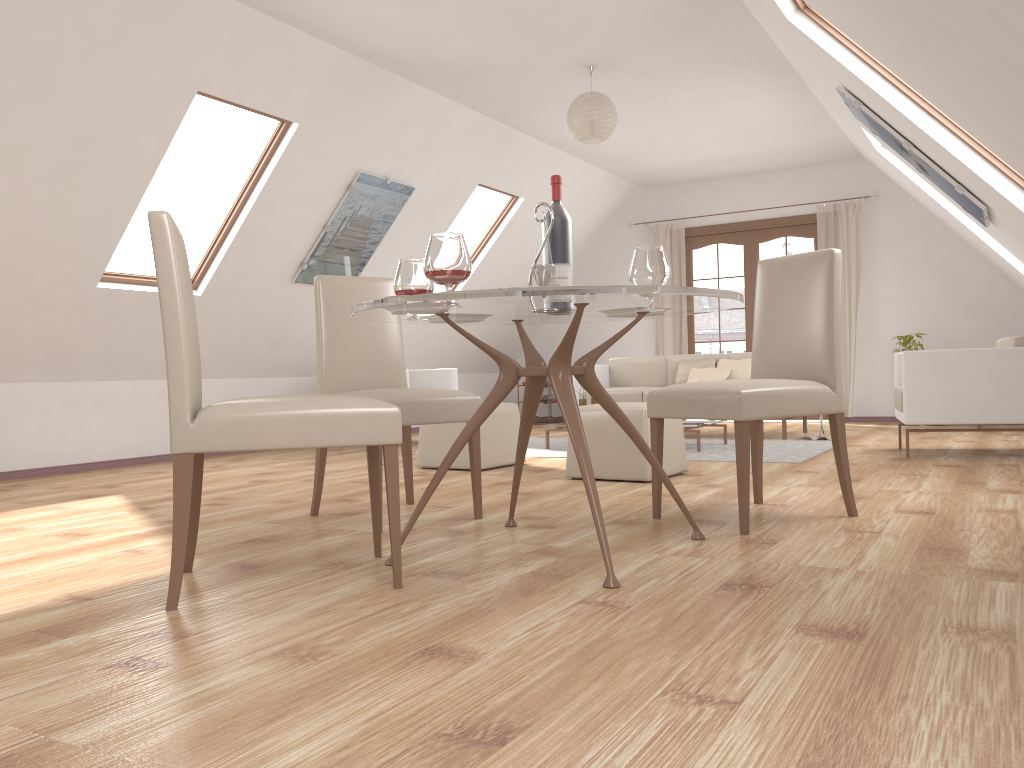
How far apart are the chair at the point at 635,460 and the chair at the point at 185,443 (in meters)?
1.98

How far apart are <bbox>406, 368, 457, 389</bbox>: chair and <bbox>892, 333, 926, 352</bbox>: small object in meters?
4.2 m

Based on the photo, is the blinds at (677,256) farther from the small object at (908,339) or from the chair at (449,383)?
the chair at (449,383)

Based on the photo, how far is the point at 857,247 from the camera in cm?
871

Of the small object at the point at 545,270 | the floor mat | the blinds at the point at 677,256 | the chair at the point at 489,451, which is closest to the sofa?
the floor mat

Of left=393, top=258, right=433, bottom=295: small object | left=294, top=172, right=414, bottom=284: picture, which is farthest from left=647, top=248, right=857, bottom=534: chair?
left=294, top=172, right=414, bottom=284: picture

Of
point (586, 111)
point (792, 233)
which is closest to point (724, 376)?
point (792, 233)

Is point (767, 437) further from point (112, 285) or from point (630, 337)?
point (112, 285)

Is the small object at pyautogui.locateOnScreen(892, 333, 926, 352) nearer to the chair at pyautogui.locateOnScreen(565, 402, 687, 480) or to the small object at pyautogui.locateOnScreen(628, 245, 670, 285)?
the chair at pyautogui.locateOnScreen(565, 402, 687, 480)

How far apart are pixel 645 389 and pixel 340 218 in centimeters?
290cm
